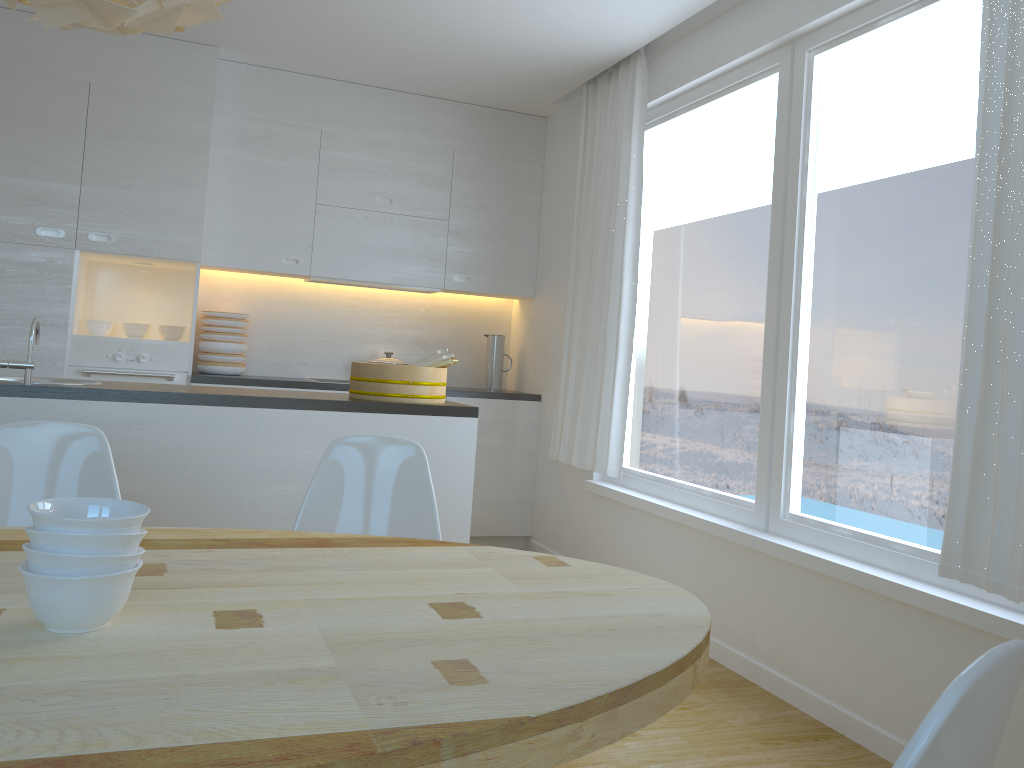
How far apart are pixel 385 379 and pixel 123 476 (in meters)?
0.95

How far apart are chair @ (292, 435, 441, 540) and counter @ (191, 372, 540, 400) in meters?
2.5 m

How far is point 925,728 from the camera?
0.7m

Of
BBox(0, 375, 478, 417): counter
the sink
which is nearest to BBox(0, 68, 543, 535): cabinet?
the sink

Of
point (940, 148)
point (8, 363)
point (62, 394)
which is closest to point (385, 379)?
point (62, 394)

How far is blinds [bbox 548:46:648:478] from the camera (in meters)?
4.32

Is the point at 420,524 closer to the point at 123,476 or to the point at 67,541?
the point at 123,476

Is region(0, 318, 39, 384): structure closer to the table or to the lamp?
the table

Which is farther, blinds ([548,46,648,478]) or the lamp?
blinds ([548,46,648,478])

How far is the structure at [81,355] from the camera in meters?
4.5 m
